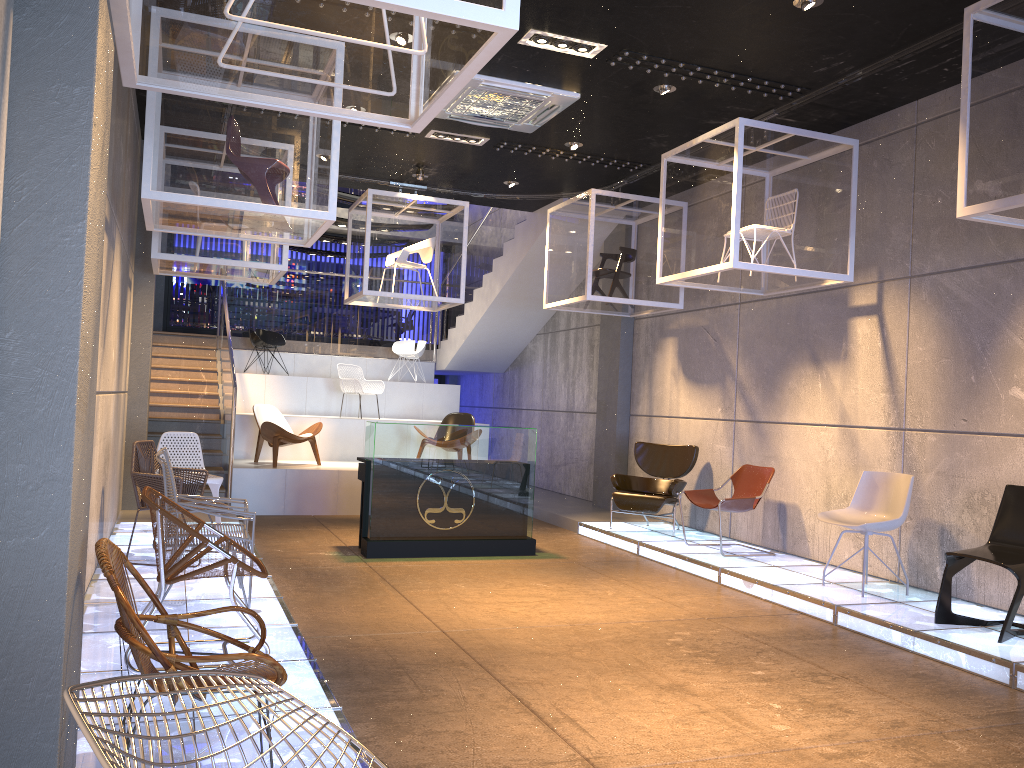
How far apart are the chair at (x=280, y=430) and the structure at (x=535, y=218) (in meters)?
0.35

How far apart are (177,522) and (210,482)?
4.1m

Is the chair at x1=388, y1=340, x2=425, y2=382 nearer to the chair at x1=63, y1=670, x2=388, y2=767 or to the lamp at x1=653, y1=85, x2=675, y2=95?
the lamp at x1=653, y1=85, x2=675, y2=95

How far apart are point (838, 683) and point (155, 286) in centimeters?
821cm

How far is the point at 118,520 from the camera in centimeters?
853cm

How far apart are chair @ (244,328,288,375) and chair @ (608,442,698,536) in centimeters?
672cm

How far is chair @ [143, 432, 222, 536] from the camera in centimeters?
786cm

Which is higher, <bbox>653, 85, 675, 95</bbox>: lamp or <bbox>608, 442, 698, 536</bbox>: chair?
<bbox>653, 85, 675, 95</bbox>: lamp

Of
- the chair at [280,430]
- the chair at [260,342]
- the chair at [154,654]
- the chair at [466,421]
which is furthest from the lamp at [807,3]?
the chair at [260,342]

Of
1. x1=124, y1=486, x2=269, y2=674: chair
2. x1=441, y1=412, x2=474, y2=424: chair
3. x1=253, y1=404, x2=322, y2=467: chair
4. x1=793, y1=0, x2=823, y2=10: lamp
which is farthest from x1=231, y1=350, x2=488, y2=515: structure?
x1=793, y1=0, x2=823, y2=10: lamp
